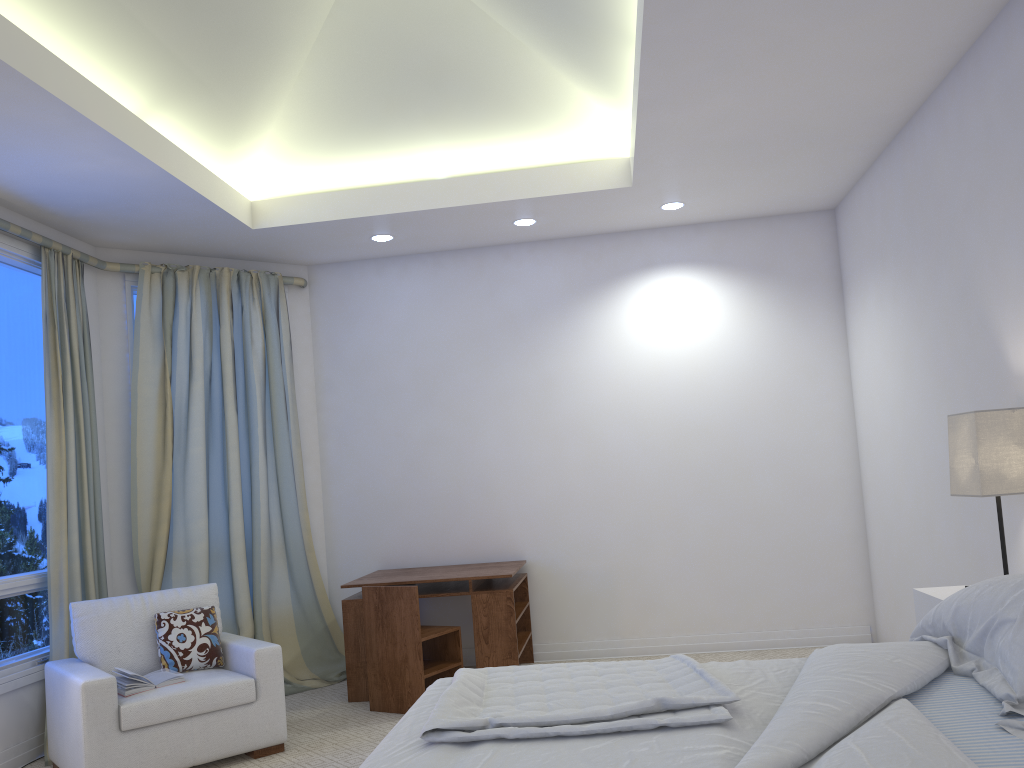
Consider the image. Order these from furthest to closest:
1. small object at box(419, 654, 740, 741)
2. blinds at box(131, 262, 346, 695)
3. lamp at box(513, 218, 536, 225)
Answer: lamp at box(513, 218, 536, 225), blinds at box(131, 262, 346, 695), small object at box(419, 654, 740, 741)

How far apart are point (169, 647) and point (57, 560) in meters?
0.8

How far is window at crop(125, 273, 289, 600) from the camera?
4.8 meters

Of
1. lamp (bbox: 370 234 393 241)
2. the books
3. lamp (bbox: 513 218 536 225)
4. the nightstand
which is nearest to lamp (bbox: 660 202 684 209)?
lamp (bbox: 513 218 536 225)

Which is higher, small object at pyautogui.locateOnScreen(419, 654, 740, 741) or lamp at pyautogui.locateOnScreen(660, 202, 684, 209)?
lamp at pyautogui.locateOnScreen(660, 202, 684, 209)

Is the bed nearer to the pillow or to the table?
the pillow

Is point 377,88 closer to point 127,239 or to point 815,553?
point 127,239

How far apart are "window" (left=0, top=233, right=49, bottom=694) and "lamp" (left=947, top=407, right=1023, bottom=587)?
3.80m

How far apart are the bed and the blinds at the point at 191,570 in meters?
2.7 m

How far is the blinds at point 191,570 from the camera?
4.8 meters
